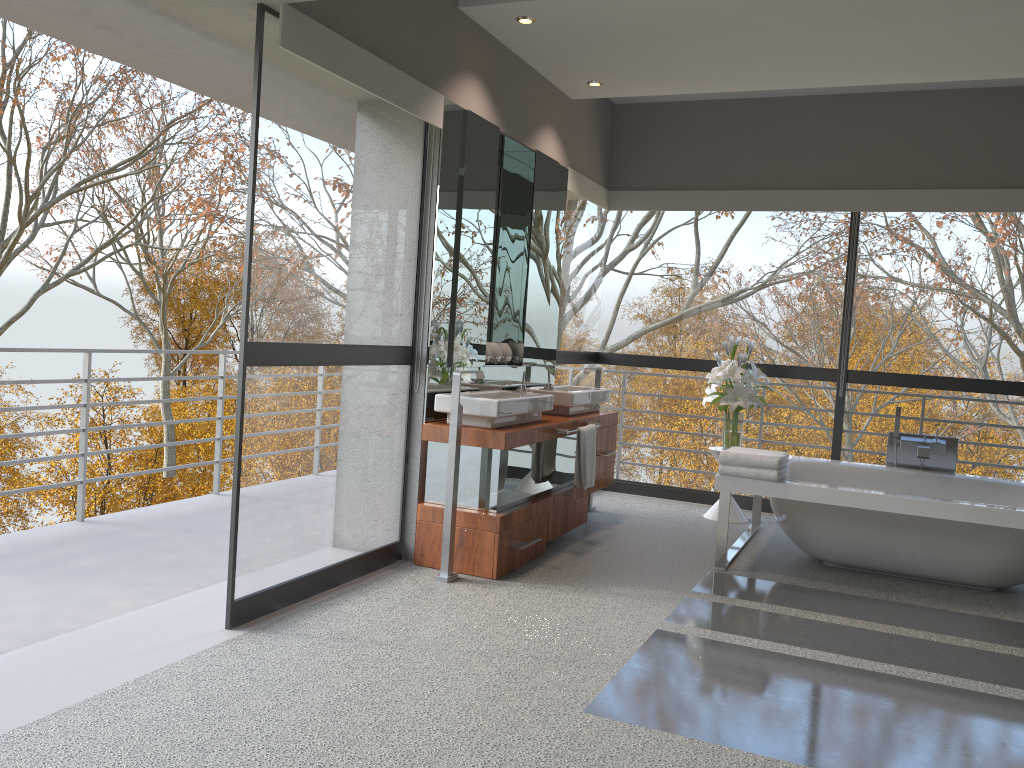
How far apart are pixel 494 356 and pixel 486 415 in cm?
101

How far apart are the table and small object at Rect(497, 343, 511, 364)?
1.7m

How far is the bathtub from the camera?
4.4m

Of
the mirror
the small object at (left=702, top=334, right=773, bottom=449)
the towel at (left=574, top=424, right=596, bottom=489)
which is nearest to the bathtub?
the small object at (left=702, top=334, right=773, bottom=449)

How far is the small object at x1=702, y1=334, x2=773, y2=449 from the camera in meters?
5.9 m

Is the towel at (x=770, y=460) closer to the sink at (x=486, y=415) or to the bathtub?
the bathtub

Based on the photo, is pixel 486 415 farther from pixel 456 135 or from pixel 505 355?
pixel 456 135

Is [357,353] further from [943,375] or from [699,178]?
[943,375]

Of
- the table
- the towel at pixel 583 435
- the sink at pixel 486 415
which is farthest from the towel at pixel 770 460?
the table

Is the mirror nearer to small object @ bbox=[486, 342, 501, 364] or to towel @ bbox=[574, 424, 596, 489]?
small object @ bbox=[486, 342, 501, 364]
